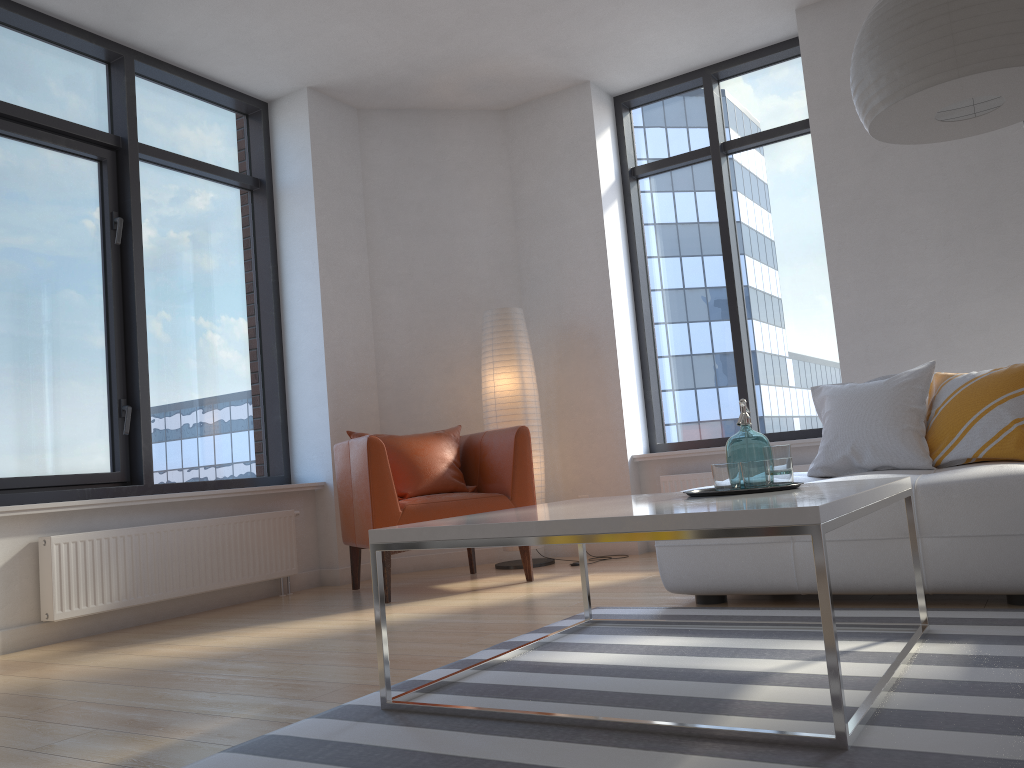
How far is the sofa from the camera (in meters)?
2.75

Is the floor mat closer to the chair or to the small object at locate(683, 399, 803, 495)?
the small object at locate(683, 399, 803, 495)

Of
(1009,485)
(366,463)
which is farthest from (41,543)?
(1009,485)

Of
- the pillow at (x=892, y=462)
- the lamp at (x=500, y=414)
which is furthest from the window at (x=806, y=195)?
the pillow at (x=892, y=462)

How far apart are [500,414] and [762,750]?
3.69m

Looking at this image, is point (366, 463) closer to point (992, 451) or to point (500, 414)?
point (500, 414)

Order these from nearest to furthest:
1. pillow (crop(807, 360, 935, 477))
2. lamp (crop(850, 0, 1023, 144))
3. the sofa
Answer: lamp (crop(850, 0, 1023, 144))
the sofa
pillow (crop(807, 360, 935, 477))

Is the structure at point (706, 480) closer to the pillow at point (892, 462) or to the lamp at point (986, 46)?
the pillow at point (892, 462)

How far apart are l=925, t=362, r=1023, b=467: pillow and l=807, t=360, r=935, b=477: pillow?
0.0m

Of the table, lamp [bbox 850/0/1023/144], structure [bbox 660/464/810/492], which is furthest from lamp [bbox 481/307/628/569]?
lamp [bbox 850/0/1023/144]
